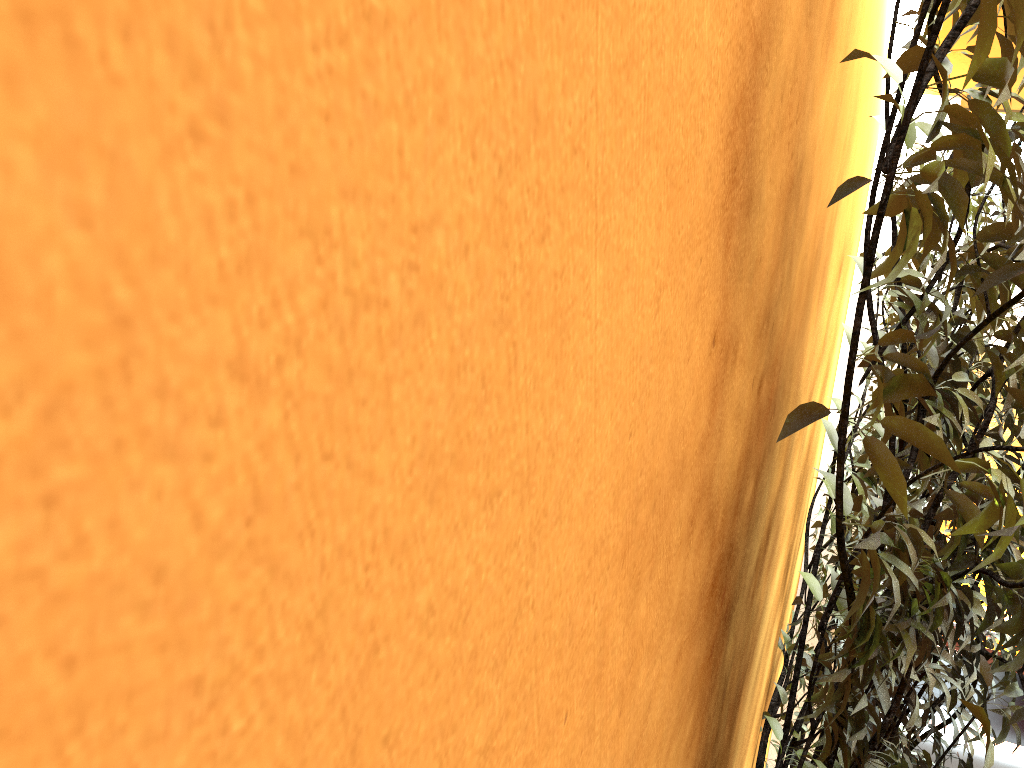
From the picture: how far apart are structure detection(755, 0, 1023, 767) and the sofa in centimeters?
97cm

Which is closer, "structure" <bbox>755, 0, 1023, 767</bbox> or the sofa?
"structure" <bbox>755, 0, 1023, 767</bbox>

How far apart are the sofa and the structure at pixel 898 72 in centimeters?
97cm

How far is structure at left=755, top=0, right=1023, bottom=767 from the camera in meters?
0.8

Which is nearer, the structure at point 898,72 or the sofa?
the structure at point 898,72

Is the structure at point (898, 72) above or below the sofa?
above

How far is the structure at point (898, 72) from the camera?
0.8 meters

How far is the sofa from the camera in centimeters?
335cm
